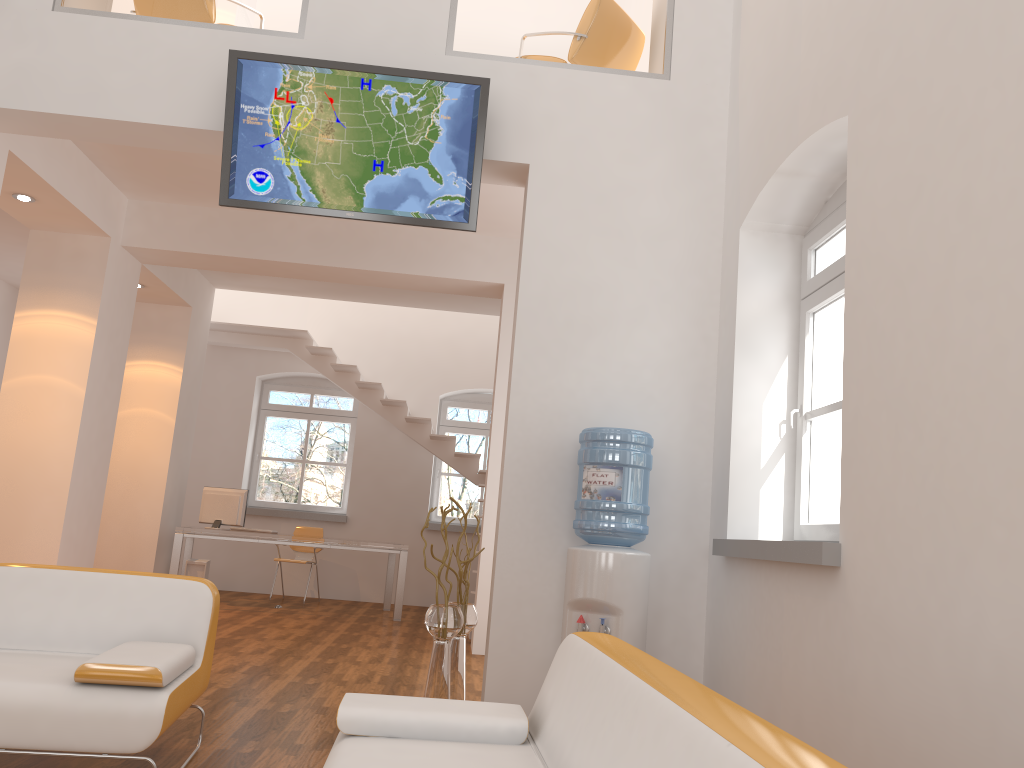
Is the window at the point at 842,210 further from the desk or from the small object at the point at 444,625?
the desk

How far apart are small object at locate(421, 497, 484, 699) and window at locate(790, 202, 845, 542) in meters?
1.7

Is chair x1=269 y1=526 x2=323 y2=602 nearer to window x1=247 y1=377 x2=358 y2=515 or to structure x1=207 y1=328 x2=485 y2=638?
window x1=247 y1=377 x2=358 y2=515

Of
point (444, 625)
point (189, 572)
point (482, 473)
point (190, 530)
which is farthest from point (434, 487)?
point (444, 625)

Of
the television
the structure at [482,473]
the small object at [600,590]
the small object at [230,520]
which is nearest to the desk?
the small object at [230,520]

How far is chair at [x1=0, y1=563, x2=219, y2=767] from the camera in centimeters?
272cm

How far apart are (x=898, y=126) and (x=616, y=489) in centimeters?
206cm

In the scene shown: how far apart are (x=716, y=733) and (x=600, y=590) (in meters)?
2.85

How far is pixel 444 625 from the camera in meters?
4.5

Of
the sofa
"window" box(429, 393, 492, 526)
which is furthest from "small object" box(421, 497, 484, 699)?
"window" box(429, 393, 492, 526)
